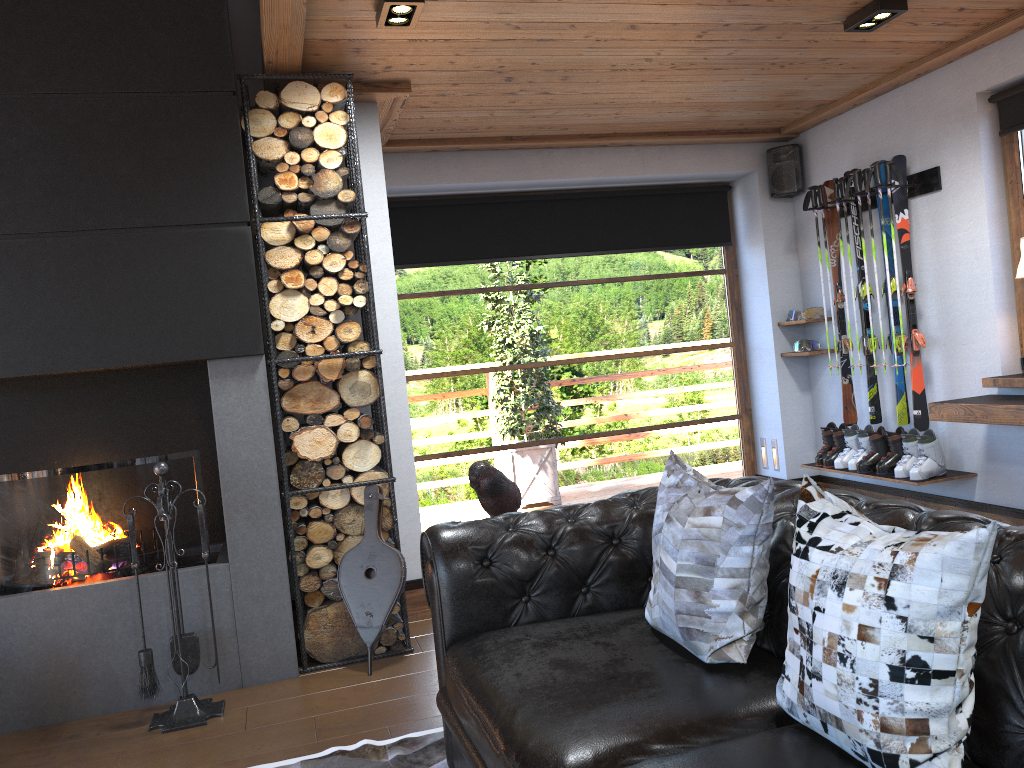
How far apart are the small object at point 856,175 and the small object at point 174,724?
4.1 meters

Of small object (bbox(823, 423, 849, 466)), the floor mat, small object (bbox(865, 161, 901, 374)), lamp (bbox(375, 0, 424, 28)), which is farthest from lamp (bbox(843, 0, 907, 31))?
the floor mat

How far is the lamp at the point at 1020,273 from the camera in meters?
4.2 m

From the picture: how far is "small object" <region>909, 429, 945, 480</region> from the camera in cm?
492

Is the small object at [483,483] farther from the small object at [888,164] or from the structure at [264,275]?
the small object at [888,164]

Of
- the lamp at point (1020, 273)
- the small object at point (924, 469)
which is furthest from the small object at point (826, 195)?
the lamp at point (1020, 273)

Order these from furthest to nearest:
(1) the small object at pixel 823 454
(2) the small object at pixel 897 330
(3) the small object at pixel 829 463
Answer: (1) the small object at pixel 823 454 < (3) the small object at pixel 829 463 < (2) the small object at pixel 897 330

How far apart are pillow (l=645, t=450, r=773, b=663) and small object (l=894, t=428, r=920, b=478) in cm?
304

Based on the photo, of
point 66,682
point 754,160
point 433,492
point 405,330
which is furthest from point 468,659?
point 754,160

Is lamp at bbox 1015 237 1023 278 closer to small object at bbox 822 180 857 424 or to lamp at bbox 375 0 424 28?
small object at bbox 822 180 857 424
